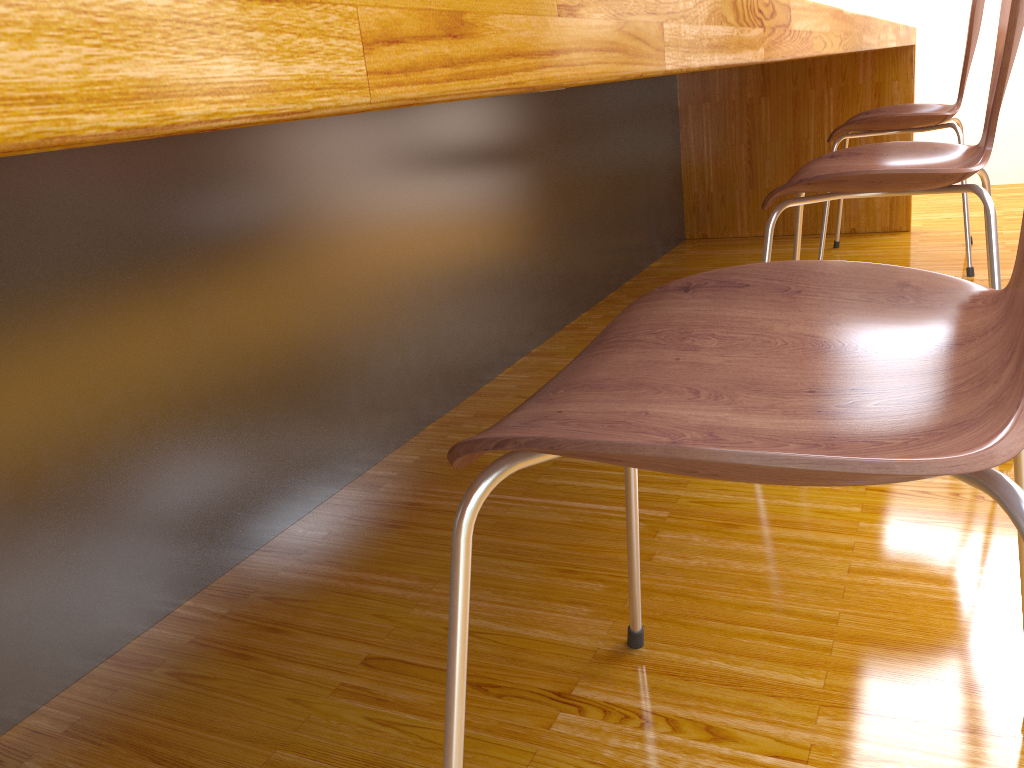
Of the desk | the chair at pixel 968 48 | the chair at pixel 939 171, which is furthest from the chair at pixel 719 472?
the chair at pixel 968 48

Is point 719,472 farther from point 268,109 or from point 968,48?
point 968,48

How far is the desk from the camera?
0.2m

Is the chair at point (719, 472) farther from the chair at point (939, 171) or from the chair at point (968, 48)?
the chair at point (968, 48)

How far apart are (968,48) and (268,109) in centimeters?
234cm

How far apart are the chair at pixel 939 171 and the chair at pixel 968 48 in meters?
0.7 m

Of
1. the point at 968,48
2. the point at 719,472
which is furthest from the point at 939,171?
the point at 968,48

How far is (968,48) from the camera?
2.1 meters

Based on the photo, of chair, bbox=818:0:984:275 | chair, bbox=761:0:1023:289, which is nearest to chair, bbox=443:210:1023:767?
chair, bbox=761:0:1023:289

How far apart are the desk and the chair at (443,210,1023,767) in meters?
0.2 m
